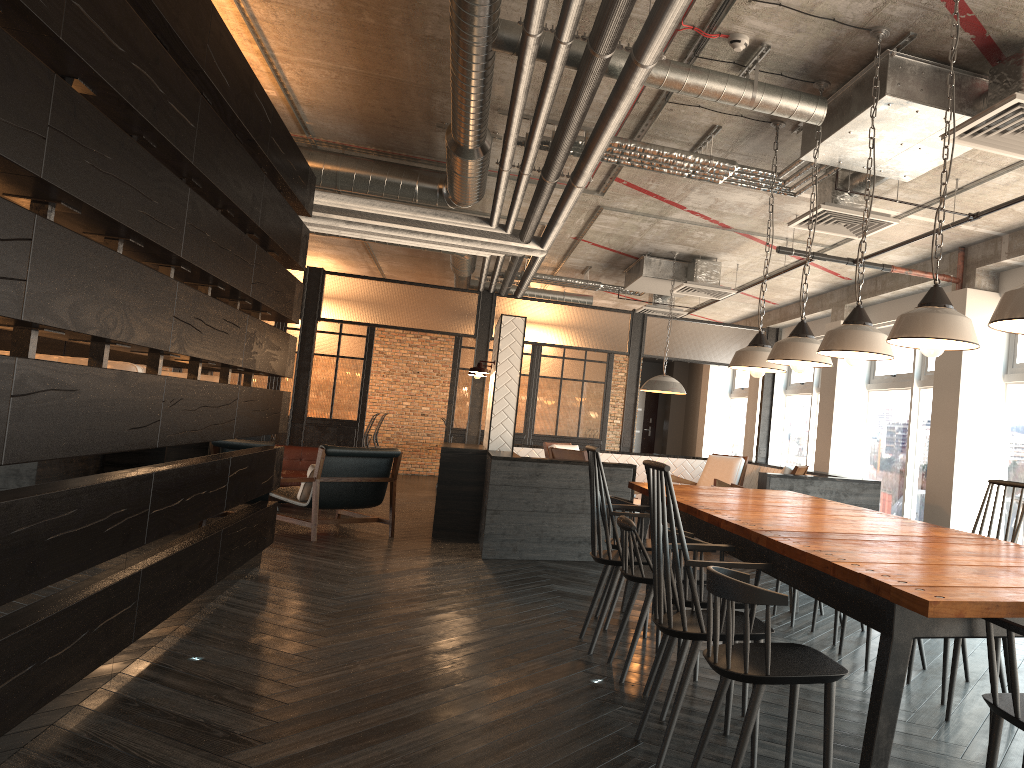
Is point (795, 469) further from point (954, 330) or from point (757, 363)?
point (954, 330)

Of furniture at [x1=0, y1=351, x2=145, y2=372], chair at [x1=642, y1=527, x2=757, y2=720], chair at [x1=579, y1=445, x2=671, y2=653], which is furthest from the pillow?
chair at [x1=642, y1=527, x2=757, y2=720]

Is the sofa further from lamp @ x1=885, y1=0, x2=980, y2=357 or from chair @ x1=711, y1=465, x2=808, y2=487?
lamp @ x1=885, y1=0, x2=980, y2=357

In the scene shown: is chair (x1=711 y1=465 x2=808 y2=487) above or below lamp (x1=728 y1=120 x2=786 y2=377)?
below

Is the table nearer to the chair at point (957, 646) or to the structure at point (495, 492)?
the chair at point (957, 646)

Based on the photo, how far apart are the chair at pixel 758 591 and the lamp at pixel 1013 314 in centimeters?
94cm

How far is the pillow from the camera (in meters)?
7.86

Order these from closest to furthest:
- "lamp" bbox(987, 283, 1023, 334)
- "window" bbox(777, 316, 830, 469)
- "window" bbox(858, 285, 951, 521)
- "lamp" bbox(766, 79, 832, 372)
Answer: "lamp" bbox(987, 283, 1023, 334) < "lamp" bbox(766, 79, 832, 372) < "window" bbox(858, 285, 951, 521) < "window" bbox(777, 316, 830, 469)

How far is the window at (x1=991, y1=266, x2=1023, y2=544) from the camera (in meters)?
6.86

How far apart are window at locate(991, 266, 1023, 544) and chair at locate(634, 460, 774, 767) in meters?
4.8
